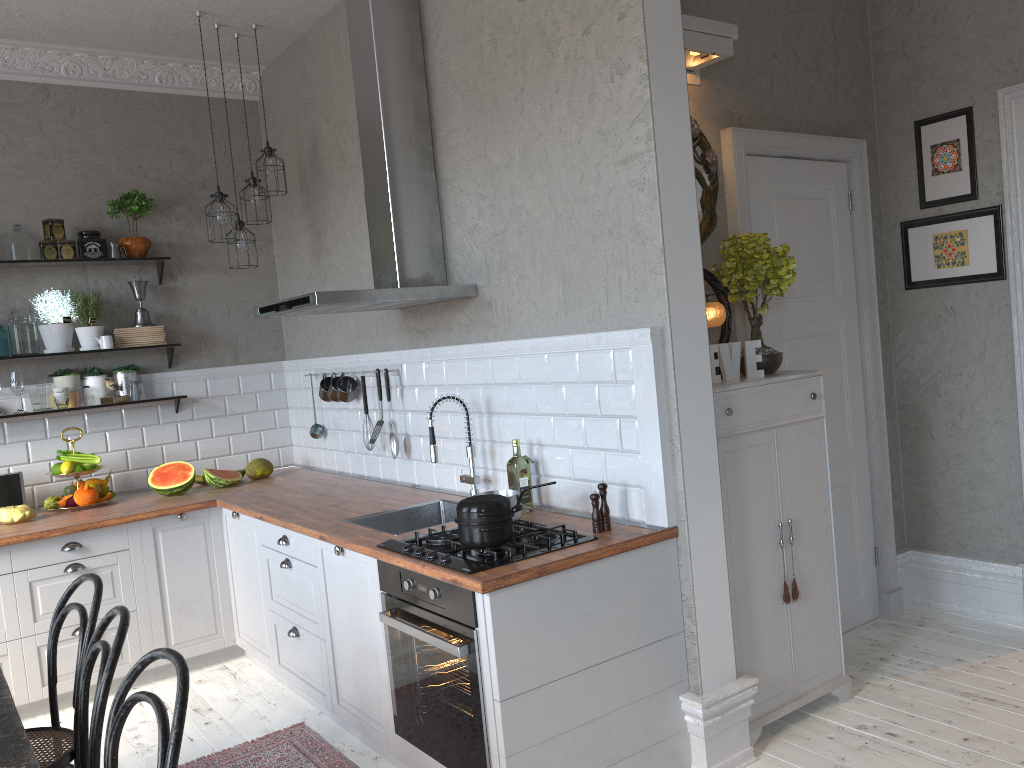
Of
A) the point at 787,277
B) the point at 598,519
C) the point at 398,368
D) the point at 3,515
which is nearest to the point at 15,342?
the point at 3,515

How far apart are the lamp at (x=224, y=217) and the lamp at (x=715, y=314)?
2.51m

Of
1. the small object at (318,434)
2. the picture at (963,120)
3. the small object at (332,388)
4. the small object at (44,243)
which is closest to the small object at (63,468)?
the small object at (44,243)

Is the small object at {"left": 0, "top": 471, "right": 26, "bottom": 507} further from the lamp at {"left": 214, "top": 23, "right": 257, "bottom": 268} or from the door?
the door

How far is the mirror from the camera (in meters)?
3.56

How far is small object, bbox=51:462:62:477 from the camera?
4.63m

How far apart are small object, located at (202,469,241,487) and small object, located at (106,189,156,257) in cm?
132

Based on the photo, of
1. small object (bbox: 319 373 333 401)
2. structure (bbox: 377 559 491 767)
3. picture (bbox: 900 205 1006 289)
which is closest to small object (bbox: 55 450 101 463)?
small object (bbox: 319 373 333 401)

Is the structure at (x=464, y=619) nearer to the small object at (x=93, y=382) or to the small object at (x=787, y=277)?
the small object at (x=787, y=277)

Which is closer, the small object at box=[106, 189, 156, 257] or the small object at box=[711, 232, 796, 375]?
the small object at box=[711, 232, 796, 375]
